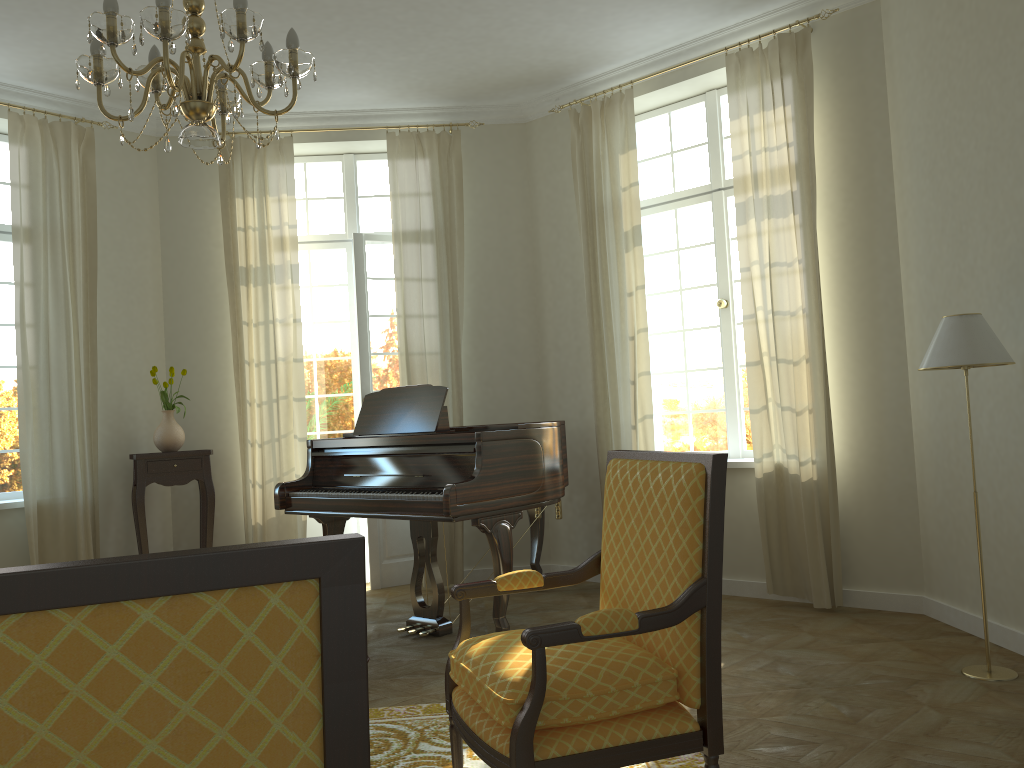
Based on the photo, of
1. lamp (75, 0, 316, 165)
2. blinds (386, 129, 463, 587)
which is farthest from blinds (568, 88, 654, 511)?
lamp (75, 0, 316, 165)

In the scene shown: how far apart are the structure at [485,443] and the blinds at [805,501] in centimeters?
120cm

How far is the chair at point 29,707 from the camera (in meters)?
0.89

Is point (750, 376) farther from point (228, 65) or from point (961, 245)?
point (228, 65)

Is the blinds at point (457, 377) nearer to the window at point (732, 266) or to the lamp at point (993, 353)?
the window at point (732, 266)

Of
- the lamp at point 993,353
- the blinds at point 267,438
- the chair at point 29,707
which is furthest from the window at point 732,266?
the chair at point 29,707

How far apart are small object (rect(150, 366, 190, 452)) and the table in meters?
0.1 m

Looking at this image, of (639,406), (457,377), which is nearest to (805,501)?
(639,406)

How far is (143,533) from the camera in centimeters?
601cm

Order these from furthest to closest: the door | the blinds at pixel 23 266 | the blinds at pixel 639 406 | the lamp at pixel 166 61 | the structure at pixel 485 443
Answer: the door
the blinds at pixel 639 406
the blinds at pixel 23 266
the structure at pixel 485 443
the lamp at pixel 166 61
